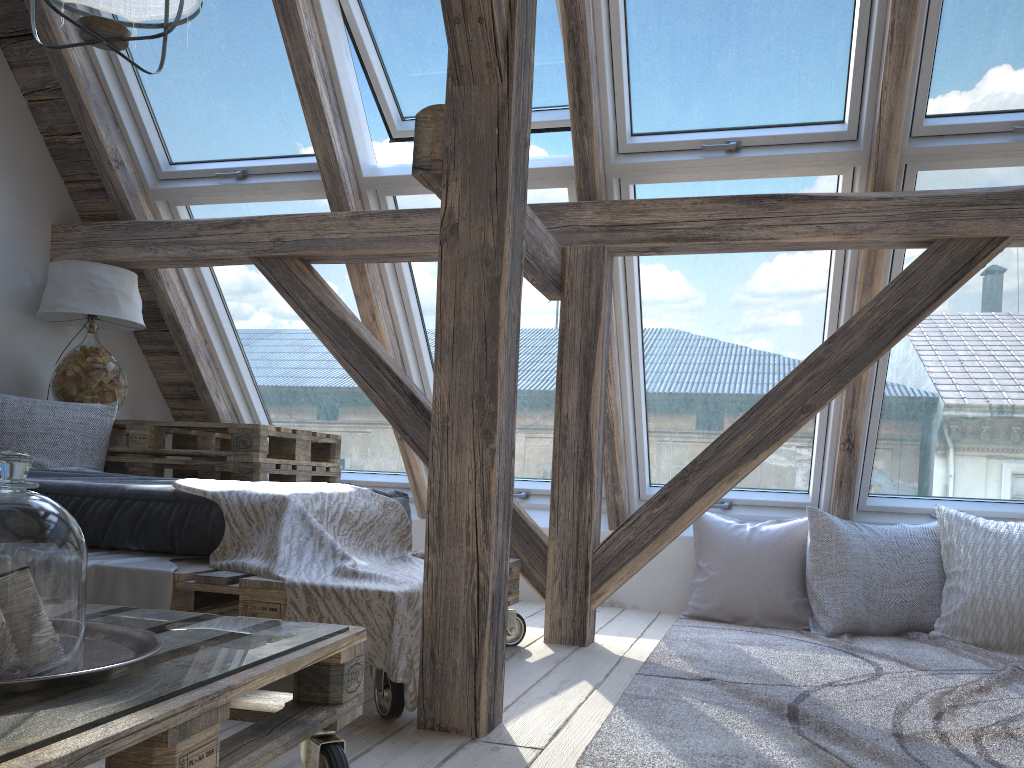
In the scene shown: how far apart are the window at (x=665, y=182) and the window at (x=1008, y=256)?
0.1 meters

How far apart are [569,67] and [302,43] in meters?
0.9

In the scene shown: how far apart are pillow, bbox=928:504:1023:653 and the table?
2.4m

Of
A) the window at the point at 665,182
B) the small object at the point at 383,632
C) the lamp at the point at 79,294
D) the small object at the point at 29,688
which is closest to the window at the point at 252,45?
the lamp at the point at 79,294

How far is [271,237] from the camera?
3.3m

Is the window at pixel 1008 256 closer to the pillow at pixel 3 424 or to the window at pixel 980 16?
the window at pixel 980 16

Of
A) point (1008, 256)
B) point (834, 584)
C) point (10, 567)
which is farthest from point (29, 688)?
point (1008, 256)

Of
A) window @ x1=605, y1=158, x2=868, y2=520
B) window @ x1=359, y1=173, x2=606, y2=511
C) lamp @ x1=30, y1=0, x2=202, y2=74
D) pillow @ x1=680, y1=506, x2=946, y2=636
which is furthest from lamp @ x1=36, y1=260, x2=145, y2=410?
pillow @ x1=680, y1=506, x2=946, y2=636

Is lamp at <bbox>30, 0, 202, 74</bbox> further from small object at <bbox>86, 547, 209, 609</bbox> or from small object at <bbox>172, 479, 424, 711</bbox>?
small object at <bbox>86, 547, 209, 609</bbox>

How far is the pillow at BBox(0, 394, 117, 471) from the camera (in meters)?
3.11
